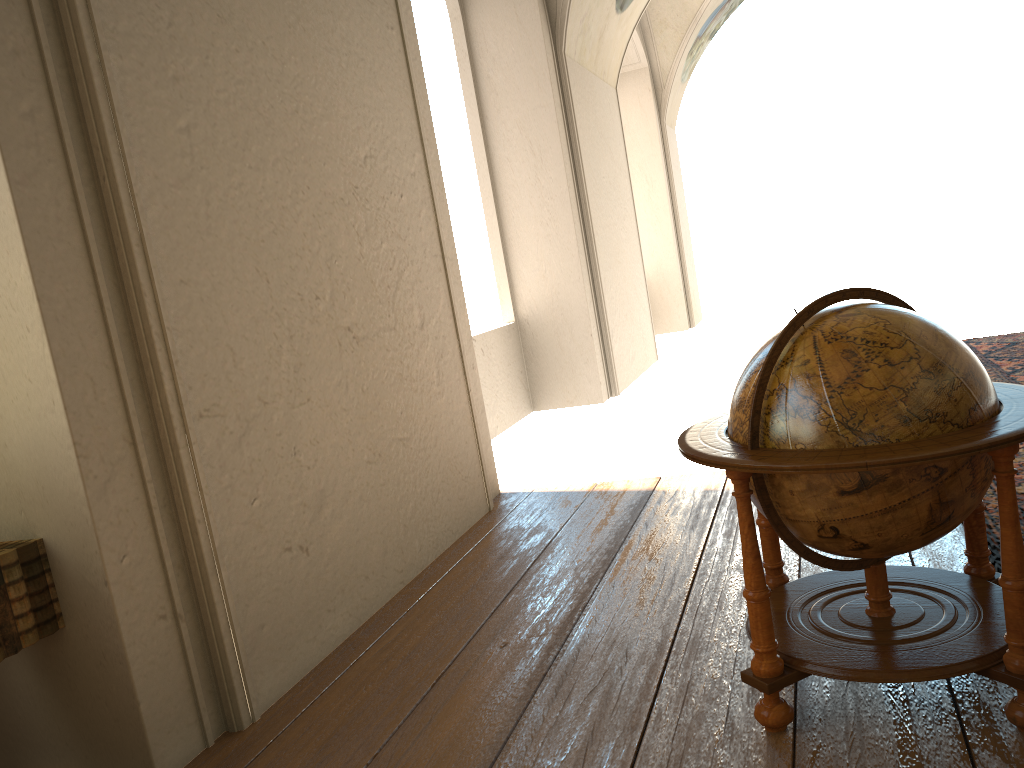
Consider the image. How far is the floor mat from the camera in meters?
4.5 m

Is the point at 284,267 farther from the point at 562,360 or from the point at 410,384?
the point at 562,360

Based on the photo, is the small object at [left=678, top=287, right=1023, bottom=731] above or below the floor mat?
above

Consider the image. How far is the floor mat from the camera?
4.5m

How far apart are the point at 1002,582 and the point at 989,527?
1.97m

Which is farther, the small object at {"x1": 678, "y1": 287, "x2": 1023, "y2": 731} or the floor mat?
the floor mat

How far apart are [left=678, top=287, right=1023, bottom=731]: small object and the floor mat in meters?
0.6 m

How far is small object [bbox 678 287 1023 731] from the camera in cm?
274
